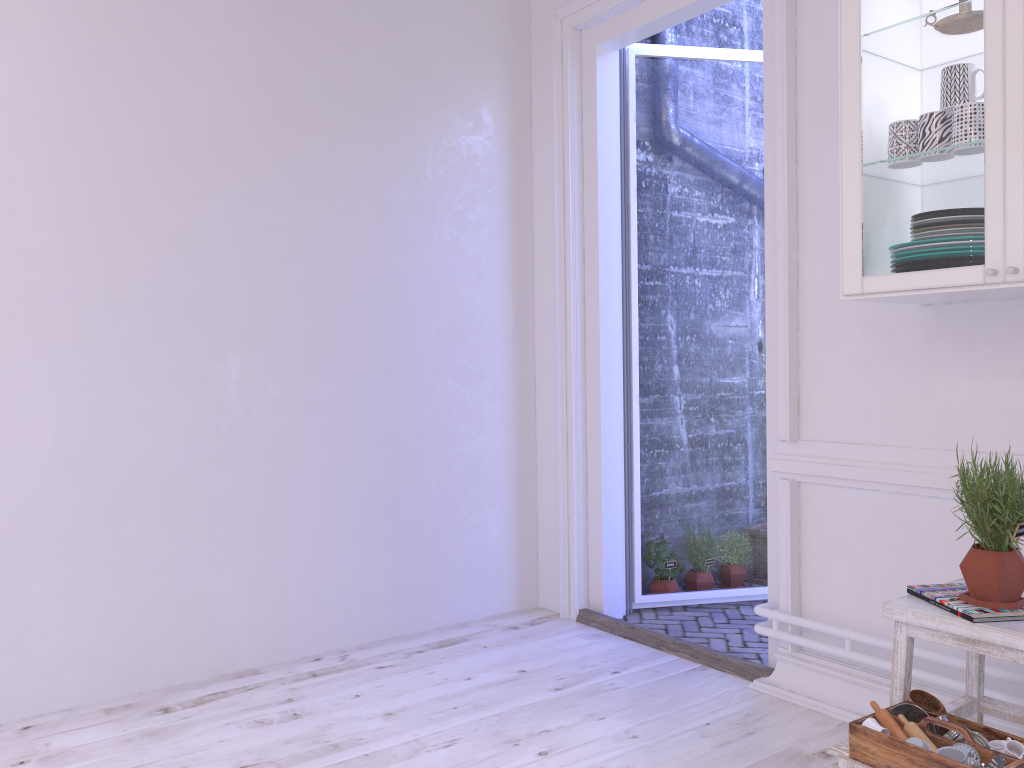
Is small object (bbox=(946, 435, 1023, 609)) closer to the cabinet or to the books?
the books

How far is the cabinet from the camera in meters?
1.9

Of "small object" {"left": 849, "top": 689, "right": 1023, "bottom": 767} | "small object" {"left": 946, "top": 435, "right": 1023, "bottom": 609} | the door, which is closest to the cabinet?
"small object" {"left": 946, "top": 435, "right": 1023, "bottom": 609}

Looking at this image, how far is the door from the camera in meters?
3.7

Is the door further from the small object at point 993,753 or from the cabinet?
the small object at point 993,753

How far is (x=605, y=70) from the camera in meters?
3.7

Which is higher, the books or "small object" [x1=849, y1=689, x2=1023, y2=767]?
the books

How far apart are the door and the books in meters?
0.9

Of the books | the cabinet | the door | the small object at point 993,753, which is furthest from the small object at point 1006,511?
the door

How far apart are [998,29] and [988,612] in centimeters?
126cm
